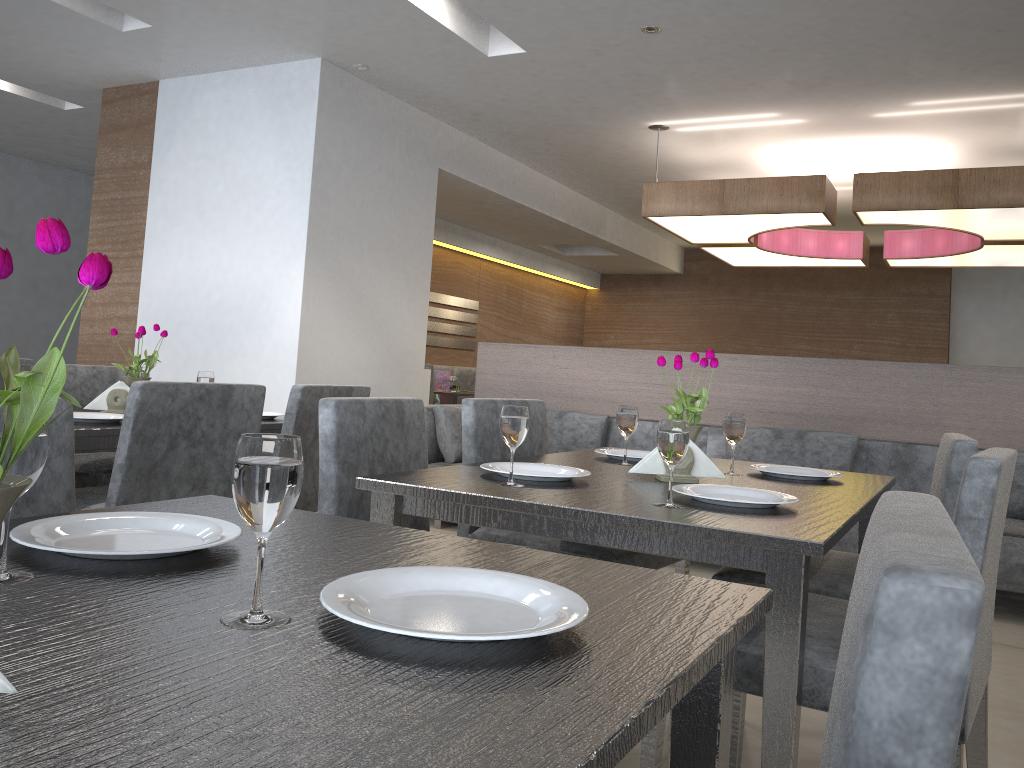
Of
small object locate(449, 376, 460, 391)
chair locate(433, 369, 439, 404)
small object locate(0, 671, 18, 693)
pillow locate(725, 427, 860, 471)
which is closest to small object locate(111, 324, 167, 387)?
small object locate(0, 671, 18, 693)

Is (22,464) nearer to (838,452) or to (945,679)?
(945,679)

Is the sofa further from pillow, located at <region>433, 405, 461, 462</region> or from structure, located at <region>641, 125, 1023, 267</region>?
structure, located at <region>641, 125, 1023, 267</region>

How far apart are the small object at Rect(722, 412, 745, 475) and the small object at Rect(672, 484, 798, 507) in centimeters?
38cm

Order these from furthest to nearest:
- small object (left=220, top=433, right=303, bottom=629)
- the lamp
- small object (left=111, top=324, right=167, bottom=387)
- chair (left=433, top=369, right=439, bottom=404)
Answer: chair (left=433, top=369, right=439, bottom=404) < the lamp < small object (left=111, top=324, right=167, bottom=387) < small object (left=220, top=433, right=303, bottom=629)

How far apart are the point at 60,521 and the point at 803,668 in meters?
1.0

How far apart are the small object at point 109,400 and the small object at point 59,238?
2.2 meters

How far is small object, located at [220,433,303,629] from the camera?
0.66m

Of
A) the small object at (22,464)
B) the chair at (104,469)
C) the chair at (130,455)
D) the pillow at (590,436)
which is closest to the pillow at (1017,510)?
the pillow at (590,436)

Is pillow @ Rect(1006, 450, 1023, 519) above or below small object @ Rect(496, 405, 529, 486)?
below
